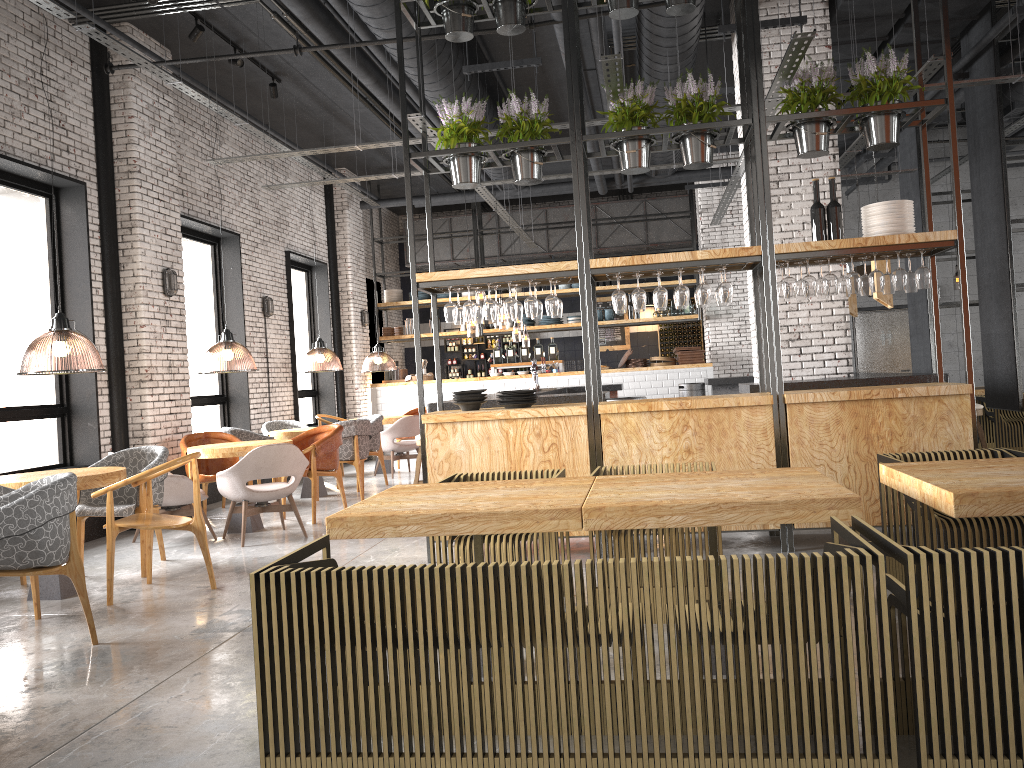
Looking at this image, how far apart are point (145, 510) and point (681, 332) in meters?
13.4 m

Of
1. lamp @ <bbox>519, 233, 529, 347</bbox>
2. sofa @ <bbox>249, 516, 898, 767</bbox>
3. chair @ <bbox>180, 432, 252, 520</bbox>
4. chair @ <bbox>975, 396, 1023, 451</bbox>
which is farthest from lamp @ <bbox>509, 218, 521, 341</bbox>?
sofa @ <bbox>249, 516, 898, 767</bbox>

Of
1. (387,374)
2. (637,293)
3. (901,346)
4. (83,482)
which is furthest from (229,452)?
(901,346)

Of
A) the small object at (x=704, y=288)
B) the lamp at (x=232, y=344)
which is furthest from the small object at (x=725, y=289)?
the lamp at (x=232, y=344)

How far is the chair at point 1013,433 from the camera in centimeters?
959cm

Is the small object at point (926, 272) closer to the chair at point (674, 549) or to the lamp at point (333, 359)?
the chair at point (674, 549)

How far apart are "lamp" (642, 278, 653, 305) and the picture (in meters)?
0.75

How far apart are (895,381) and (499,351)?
8.9 meters

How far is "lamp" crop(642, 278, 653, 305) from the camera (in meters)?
18.02

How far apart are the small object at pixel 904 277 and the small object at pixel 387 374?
10.8m
